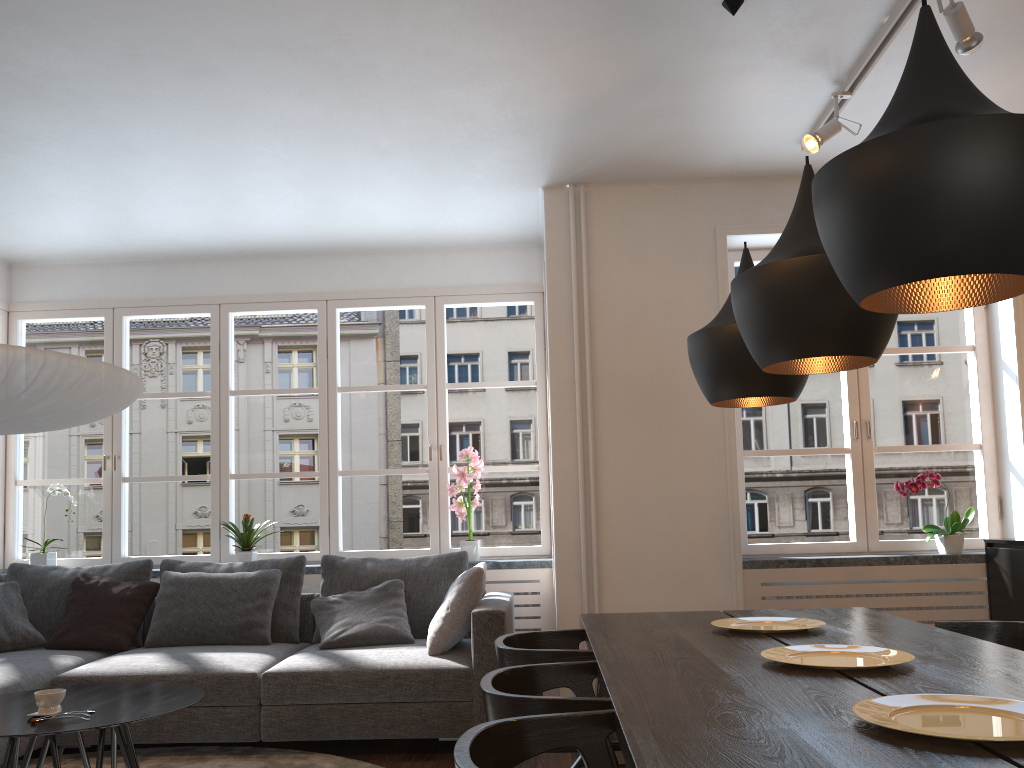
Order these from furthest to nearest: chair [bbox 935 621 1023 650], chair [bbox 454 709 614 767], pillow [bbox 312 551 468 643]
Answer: pillow [bbox 312 551 468 643], chair [bbox 935 621 1023 650], chair [bbox 454 709 614 767]

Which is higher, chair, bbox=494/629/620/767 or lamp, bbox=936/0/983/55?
lamp, bbox=936/0/983/55

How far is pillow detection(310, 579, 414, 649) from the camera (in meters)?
4.31

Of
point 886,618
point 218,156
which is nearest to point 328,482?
point 218,156

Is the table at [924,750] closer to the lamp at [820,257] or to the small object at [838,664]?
the small object at [838,664]

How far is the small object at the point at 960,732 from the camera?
1.4 meters

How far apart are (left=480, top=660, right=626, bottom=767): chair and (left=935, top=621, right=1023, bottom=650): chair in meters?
1.3

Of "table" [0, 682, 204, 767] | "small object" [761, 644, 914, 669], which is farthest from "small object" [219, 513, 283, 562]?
"small object" [761, 644, 914, 669]

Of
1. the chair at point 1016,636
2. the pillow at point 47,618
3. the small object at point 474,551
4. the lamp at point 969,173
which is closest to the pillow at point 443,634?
the small object at point 474,551

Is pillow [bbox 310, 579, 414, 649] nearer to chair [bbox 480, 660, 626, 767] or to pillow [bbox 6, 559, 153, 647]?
pillow [bbox 6, 559, 153, 647]
